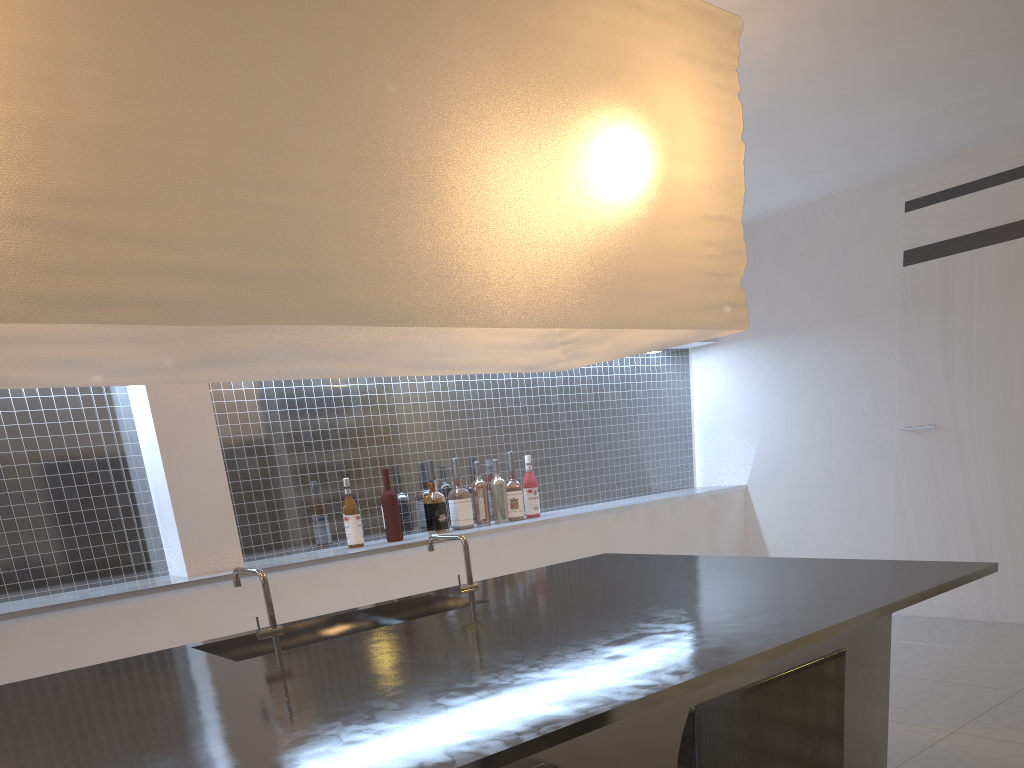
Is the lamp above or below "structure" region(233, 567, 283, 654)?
above

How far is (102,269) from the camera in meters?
0.8

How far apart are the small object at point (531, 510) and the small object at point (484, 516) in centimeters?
16cm

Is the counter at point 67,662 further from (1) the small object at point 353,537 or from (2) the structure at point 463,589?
(2) the structure at point 463,589

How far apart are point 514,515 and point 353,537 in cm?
53

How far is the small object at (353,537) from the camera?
2.1m

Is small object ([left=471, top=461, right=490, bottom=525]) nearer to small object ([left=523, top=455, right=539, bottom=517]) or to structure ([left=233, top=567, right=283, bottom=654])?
small object ([left=523, top=455, right=539, bottom=517])

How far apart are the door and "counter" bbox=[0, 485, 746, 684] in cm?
54

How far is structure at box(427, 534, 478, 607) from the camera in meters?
1.3

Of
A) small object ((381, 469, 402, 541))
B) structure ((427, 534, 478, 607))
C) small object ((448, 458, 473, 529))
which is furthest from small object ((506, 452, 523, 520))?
structure ((427, 534, 478, 607))
